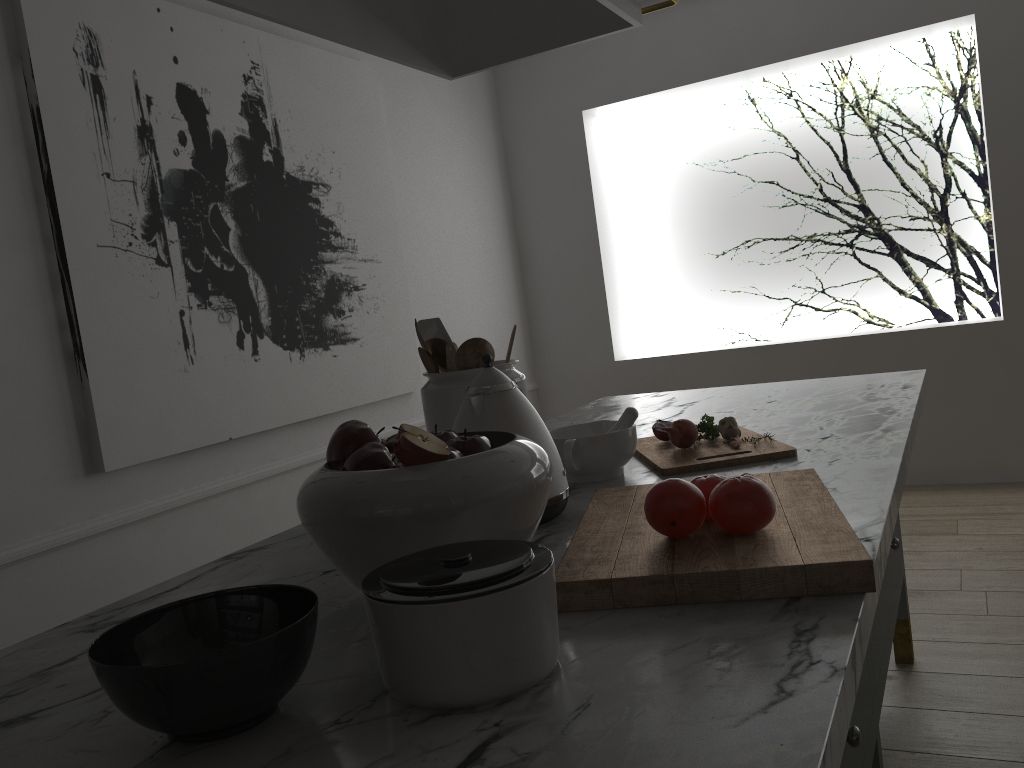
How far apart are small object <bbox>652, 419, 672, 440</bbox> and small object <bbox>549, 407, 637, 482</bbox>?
0.13m

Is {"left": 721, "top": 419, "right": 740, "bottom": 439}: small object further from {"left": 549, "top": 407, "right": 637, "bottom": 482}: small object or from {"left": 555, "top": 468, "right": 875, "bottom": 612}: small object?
{"left": 555, "top": 468, "right": 875, "bottom": 612}: small object

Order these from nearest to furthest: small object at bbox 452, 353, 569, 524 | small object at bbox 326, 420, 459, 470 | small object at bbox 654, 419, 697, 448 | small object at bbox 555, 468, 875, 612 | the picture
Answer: small object at bbox 555, 468, 875, 612 → small object at bbox 326, 420, 459, 470 → small object at bbox 452, 353, 569, 524 → small object at bbox 654, 419, 697, 448 → the picture

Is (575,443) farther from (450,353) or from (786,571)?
(786,571)

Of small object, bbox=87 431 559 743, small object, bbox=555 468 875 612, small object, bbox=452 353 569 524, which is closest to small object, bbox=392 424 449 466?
small object, bbox=87 431 559 743

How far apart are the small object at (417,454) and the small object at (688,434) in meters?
0.7

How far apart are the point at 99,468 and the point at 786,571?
2.0 meters

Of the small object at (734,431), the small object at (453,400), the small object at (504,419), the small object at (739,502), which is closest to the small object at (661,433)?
the small object at (734,431)

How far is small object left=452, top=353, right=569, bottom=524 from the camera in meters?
1.2 m

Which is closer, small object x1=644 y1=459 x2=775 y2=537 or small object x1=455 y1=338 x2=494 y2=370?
small object x1=644 y1=459 x2=775 y2=537
